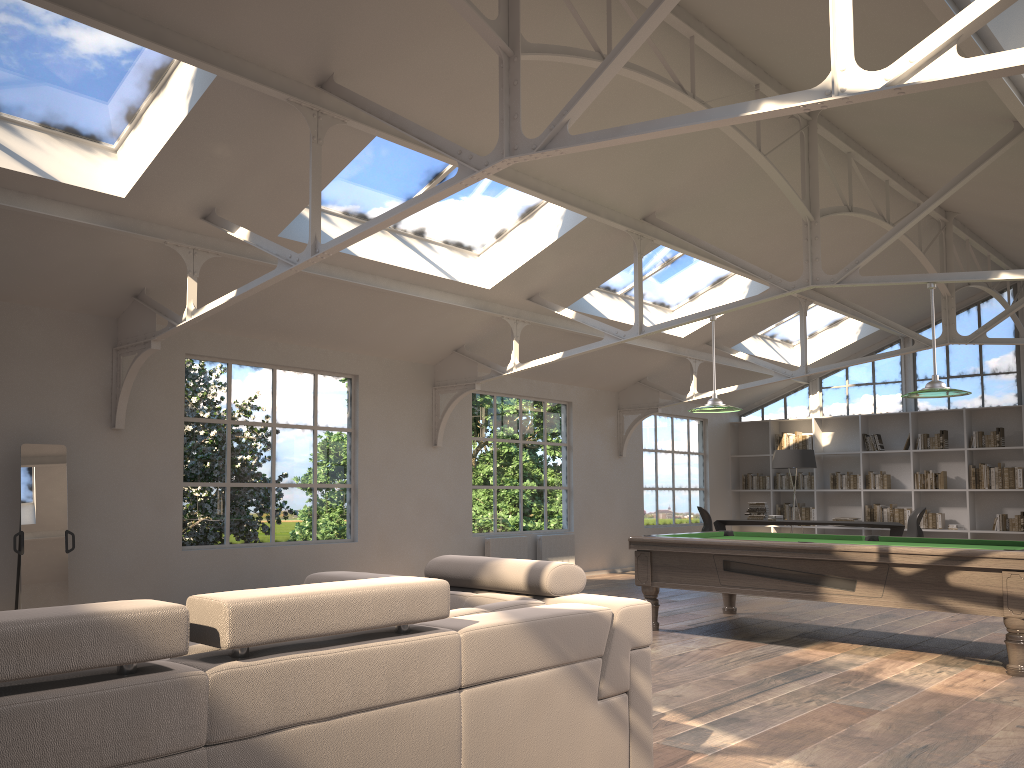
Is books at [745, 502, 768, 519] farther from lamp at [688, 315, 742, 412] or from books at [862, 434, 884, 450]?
lamp at [688, 315, 742, 412]

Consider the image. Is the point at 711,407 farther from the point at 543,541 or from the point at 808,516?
the point at 808,516

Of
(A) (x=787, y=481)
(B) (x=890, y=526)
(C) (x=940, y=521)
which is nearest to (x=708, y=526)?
(B) (x=890, y=526)

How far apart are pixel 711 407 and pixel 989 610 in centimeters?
266cm

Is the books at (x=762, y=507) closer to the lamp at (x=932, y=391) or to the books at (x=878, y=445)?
the books at (x=878, y=445)

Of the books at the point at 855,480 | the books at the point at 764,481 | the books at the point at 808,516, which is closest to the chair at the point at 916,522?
the books at the point at 855,480

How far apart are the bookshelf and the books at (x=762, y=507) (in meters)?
2.02

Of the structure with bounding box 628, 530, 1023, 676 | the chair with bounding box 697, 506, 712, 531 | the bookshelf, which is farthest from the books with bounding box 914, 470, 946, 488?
the structure with bounding box 628, 530, 1023, 676

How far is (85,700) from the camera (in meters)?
1.66

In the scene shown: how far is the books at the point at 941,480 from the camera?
13.0 meters
